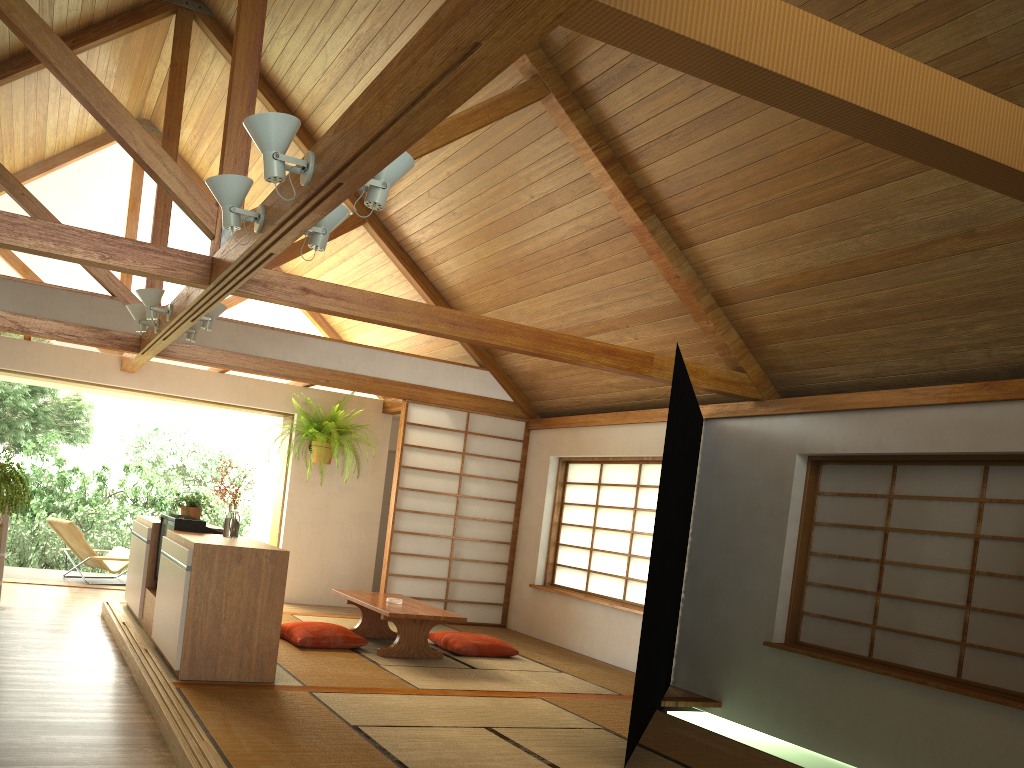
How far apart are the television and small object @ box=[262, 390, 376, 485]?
2.6 meters

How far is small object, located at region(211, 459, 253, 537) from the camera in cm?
527

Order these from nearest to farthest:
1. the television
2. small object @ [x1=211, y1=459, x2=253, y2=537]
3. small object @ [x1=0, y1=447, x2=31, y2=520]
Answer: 1. small object @ [x1=0, y1=447, x2=31, y2=520]
2. small object @ [x1=211, y1=459, x2=253, y2=537]
3. the television

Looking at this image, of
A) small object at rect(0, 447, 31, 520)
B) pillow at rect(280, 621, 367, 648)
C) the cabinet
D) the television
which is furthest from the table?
small object at rect(0, 447, 31, 520)

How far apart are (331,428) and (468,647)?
3.0m

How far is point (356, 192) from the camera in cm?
757

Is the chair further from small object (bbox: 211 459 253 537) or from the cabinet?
small object (bbox: 211 459 253 537)

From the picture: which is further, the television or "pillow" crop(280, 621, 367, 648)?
"pillow" crop(280, 621, 367, 648)

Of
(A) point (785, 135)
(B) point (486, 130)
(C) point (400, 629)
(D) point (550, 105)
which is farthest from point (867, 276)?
(C) point (400, 629)

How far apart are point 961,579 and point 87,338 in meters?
6.2 m
